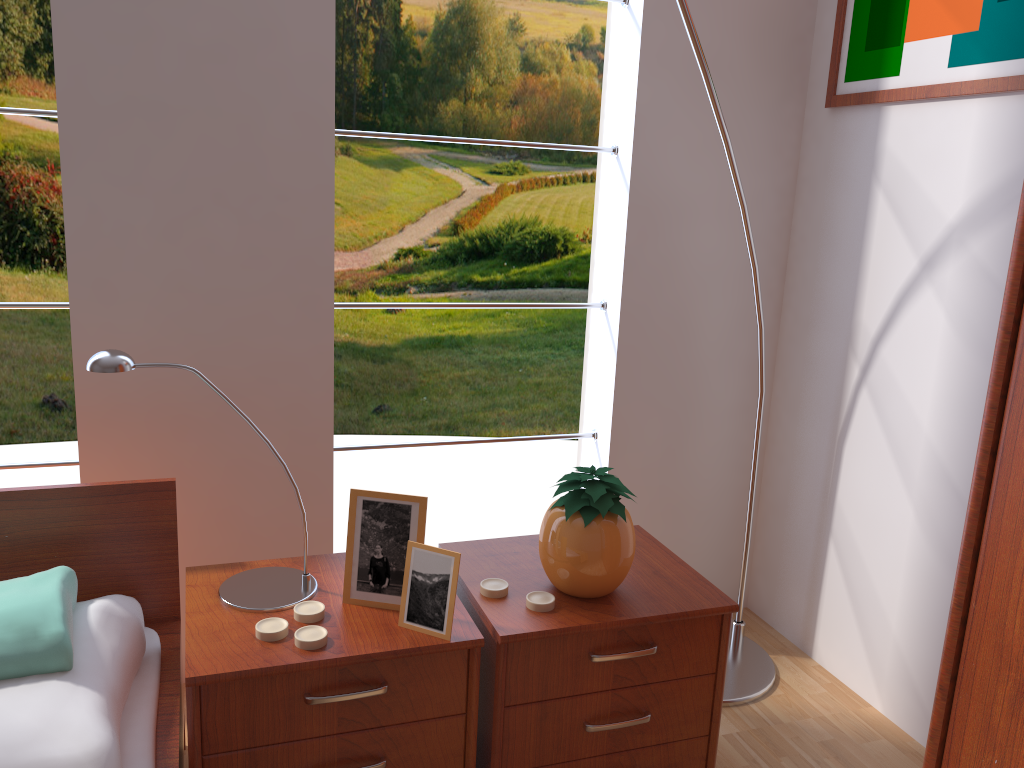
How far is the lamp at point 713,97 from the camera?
1.8 meters

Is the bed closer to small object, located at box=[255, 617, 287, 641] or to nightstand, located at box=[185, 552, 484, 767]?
nightstand, located at box=[185, 552, 484, 767]

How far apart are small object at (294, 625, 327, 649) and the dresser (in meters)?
0.89

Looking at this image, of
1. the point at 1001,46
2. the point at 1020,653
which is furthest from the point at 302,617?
the point at 1001,46

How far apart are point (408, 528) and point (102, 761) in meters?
0.5

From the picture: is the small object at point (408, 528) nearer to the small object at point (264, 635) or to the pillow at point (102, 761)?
the small object at point (264, 635)

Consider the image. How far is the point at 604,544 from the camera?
1.48m

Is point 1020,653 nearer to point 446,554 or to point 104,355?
point 446,554

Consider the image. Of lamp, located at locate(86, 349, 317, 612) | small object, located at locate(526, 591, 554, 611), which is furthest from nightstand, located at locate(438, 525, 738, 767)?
lamp, located at locate(86, 349, 317, 612)

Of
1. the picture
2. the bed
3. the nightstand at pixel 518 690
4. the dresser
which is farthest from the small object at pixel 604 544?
the picture
